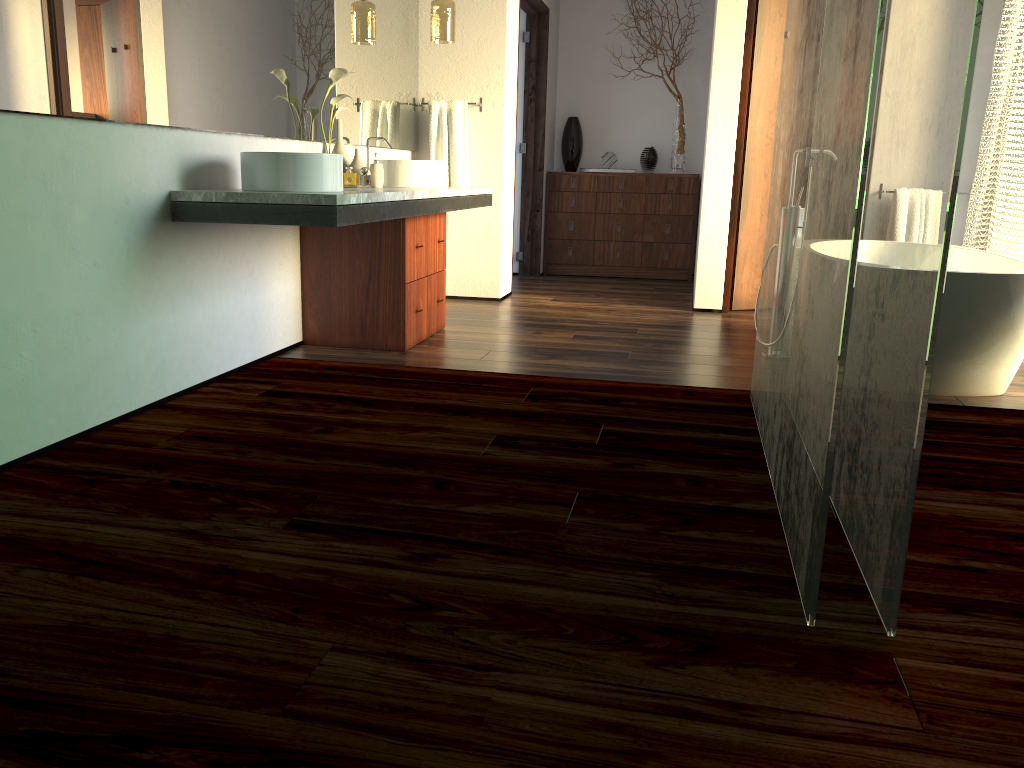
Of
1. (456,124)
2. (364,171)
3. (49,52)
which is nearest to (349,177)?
(456,124)

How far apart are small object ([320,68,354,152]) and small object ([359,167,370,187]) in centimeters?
169cm

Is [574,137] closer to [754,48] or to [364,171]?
[754,48]

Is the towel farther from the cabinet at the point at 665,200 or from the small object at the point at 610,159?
the small object at the point at 610,159

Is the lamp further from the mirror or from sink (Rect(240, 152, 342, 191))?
sink (Rect(240, 152, 342, 191))

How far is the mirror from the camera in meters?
2.3

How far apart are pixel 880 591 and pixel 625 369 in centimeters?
208cm

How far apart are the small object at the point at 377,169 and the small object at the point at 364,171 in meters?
1.7

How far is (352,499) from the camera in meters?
2.1

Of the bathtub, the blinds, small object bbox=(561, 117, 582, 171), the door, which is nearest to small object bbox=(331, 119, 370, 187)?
the door
